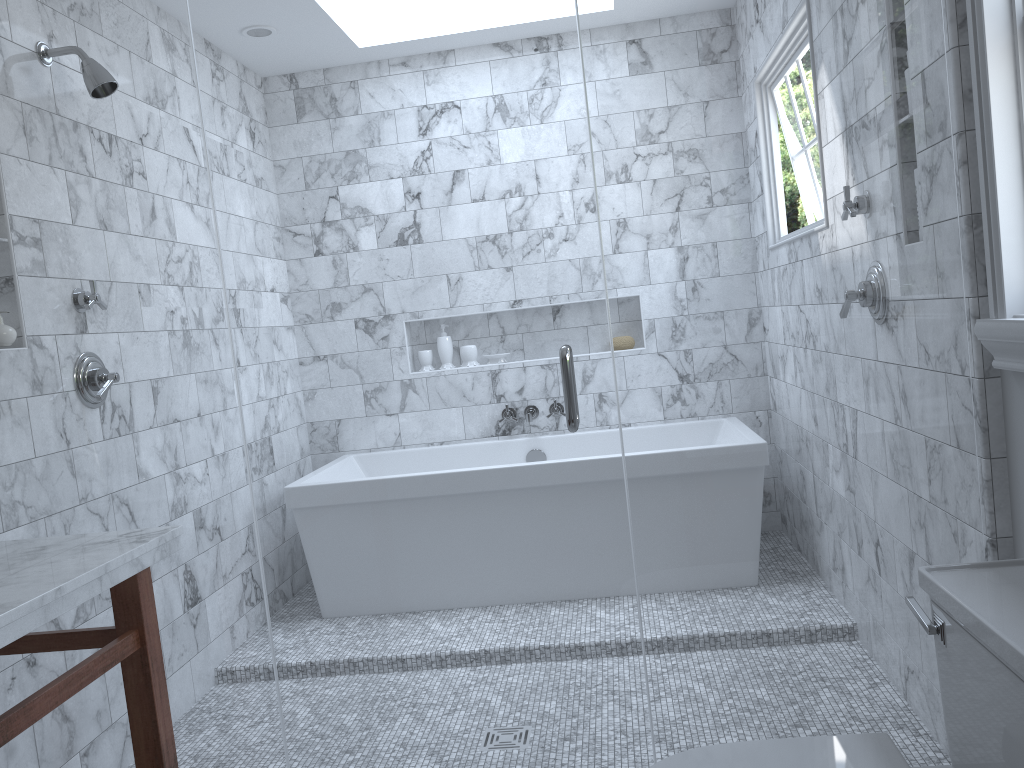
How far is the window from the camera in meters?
1.6 m

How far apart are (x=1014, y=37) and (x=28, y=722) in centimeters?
Answer: 206cm

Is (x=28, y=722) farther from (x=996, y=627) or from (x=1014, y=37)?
(x=1014, y=37)

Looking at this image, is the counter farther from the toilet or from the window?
the window

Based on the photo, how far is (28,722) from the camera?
1.4 meters

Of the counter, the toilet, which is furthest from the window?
the counter

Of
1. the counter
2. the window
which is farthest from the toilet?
the counter

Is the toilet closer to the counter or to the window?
the window

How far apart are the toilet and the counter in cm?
100

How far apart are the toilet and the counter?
1.0 meters
